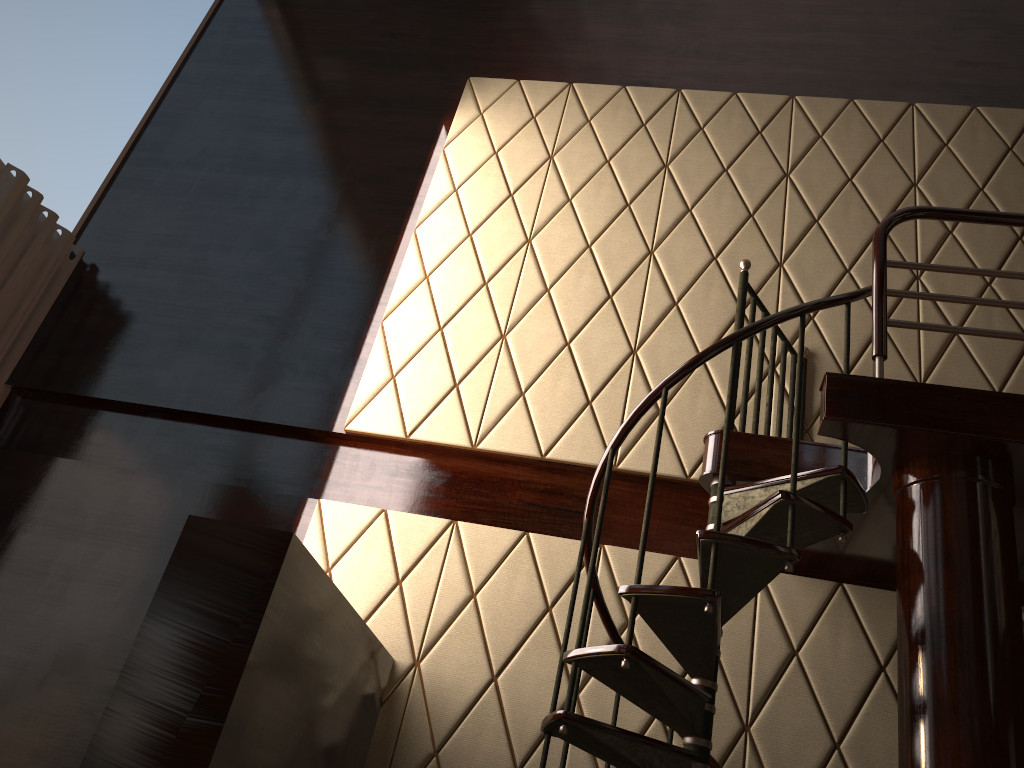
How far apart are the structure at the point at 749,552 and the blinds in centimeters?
303cm

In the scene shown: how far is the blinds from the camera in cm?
421

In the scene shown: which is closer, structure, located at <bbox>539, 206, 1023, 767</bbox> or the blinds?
structure, located at <bbox>539, 206, 1023, 767</bbox>

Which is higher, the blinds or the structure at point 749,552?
the blinds

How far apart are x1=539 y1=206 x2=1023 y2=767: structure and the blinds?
3.0m

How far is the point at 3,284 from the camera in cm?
421

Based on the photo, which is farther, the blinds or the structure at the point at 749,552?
the blinds

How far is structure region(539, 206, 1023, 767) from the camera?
2.44m

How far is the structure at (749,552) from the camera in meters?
2.4 m
